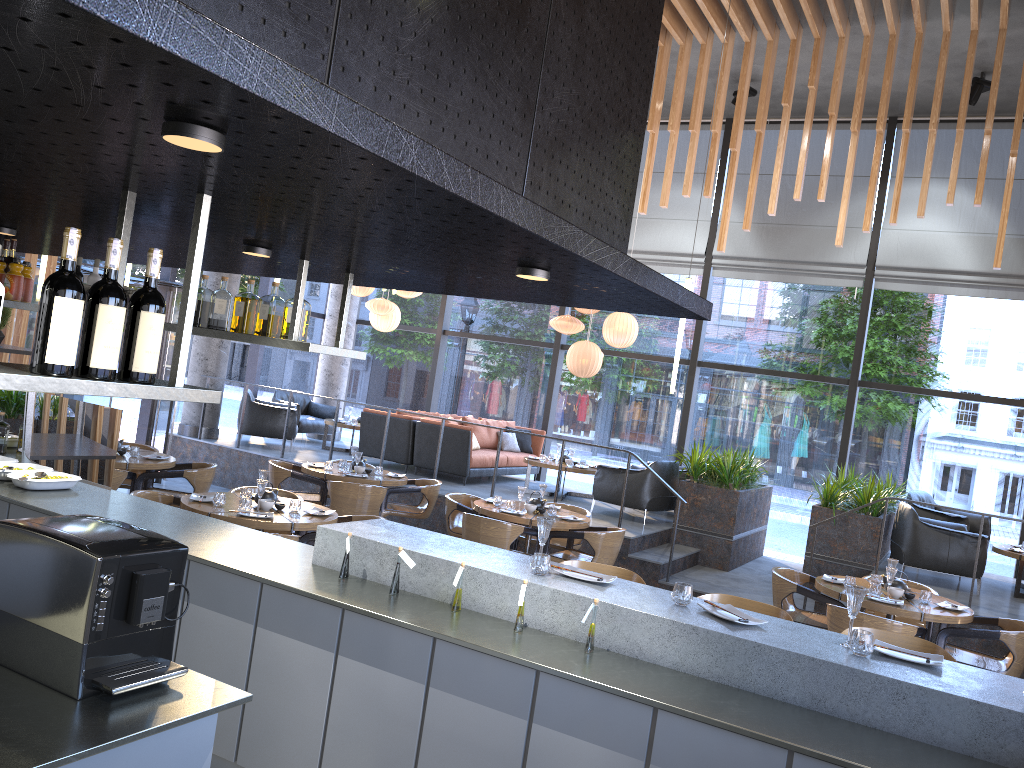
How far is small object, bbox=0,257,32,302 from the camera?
5.2 meters

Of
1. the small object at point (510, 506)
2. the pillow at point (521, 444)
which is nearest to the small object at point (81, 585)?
the small object at point (510, 506)

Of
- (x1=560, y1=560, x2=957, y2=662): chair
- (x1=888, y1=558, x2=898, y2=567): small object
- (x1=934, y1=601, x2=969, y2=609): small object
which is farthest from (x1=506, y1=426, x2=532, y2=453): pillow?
(x1=560, y1=560, x2=957, y2=662): chair

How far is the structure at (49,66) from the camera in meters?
1.5 m

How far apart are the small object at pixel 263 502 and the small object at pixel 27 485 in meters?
1.4

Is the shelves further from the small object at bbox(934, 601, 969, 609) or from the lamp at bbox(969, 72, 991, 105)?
the lamp at bbox(969, 72, 991, 105)

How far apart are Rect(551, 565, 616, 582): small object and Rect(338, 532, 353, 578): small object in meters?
1.0 m

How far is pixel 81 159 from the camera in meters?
2.3 m

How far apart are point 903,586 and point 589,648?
4.17m

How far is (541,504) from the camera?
8.19m
